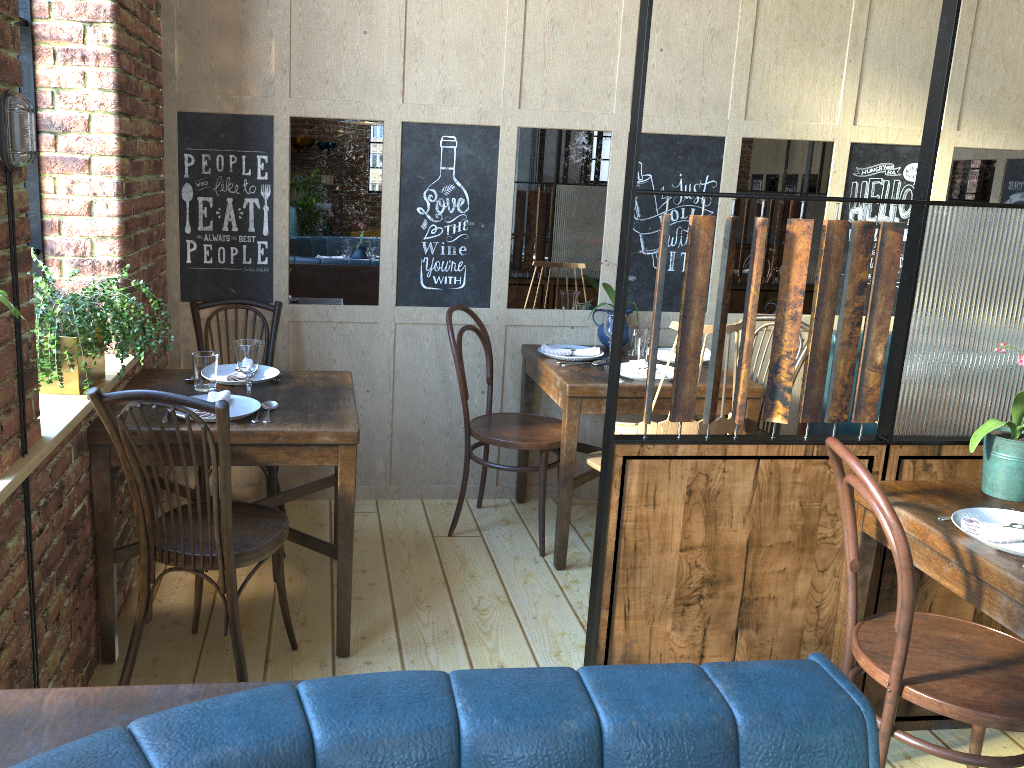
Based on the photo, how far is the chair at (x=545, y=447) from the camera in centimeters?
341cm

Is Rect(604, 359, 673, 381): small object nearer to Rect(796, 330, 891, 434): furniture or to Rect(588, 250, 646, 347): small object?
Rect(588, 250, 646, 347): small object

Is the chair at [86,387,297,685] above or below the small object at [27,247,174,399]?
below

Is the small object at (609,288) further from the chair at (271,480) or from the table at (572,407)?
the chair at (271,480)

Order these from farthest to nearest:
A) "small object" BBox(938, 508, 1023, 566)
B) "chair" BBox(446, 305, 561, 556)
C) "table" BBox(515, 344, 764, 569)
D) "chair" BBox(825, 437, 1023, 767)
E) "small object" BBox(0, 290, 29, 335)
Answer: "chair" BBox(446, 305, 561, 556) → "table" BBox(515, 344, 764, 569) → "small object" BBox(938, 508, 1023, 566) → "chair" BBox(825, 437, 1023, 767) → "small object" BBox(0, 290, 29, 335)

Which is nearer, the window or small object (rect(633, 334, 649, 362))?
the window

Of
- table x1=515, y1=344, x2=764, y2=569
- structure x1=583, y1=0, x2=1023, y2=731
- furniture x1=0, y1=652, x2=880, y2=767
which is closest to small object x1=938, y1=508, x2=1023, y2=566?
structure x1=583, y1=0, x2=1023, y2=731

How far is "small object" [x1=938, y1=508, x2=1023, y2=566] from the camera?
1.9m

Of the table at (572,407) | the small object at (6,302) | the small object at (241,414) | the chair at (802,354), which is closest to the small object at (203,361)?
the small object at (241,414)

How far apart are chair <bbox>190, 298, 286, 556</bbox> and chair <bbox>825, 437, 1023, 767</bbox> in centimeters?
198cm
